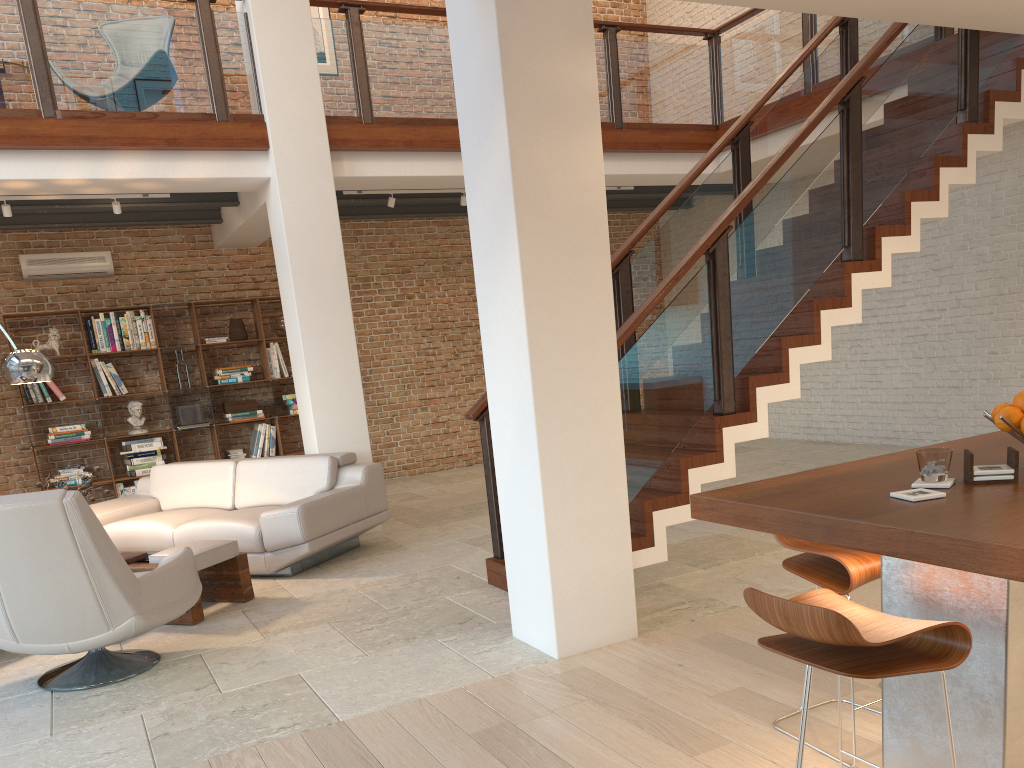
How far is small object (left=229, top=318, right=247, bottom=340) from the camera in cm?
940

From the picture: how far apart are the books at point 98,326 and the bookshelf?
0.2 meters

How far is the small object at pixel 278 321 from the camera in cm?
958

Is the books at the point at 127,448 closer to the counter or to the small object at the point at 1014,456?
the counter

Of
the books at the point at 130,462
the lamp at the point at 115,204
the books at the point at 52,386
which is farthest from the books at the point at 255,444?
the lamp at the point at 115,204

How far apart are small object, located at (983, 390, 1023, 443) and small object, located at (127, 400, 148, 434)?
8.29m

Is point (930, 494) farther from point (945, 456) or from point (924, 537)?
point (924, 537)

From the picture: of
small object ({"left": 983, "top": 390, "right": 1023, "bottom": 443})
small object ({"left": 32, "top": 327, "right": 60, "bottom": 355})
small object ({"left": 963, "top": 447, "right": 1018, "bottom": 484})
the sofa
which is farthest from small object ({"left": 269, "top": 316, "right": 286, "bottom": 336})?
small object ({"left": 963, "top": 447, "right": 1018, "bottom": 484})

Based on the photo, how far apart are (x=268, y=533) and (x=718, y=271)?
3.4m

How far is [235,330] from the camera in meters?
9.4 m
